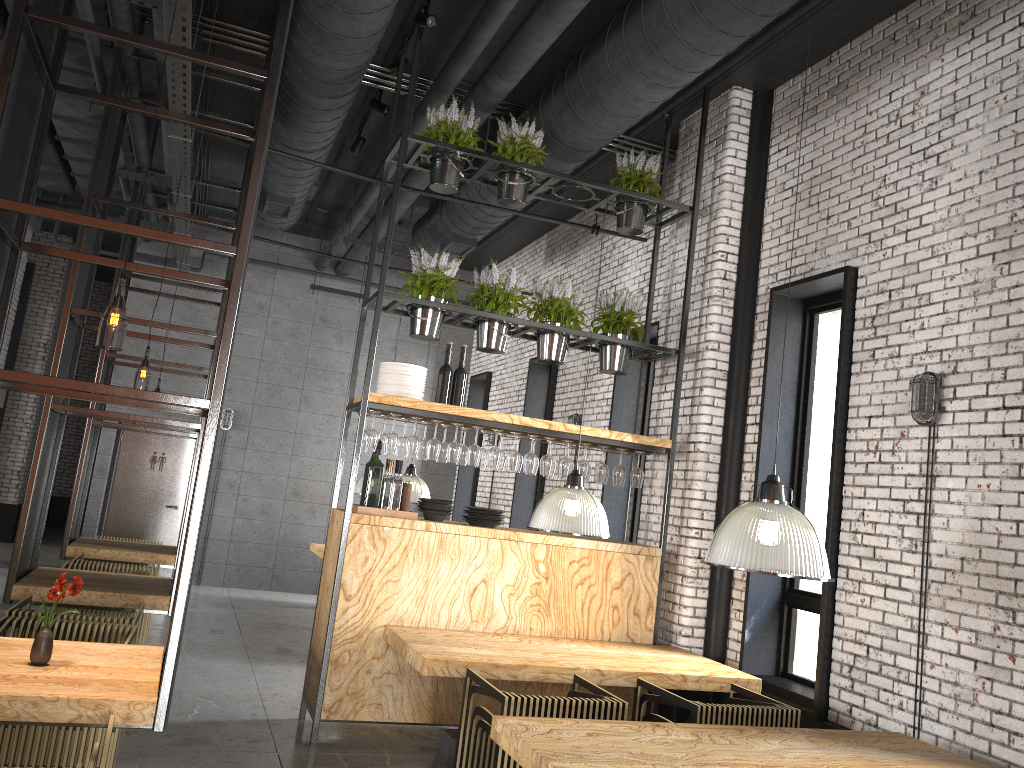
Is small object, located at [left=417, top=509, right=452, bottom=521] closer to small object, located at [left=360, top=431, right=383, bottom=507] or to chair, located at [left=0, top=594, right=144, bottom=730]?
small object, located at [left=360, top=431, right=383, bottom=507]

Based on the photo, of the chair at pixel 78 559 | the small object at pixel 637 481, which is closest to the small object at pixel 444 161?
the small object at pixel 637 481

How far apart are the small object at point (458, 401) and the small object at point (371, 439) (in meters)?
0.65

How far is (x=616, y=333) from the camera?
6.7 meters

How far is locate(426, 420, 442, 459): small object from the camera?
6.0m

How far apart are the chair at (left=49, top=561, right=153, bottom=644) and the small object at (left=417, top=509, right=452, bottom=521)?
2.50m

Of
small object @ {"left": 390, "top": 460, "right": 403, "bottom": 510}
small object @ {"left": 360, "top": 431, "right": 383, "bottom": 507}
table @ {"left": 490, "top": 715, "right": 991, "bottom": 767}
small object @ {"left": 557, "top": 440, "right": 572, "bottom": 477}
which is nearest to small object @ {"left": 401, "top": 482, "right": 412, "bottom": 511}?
small object @ {"left": 390, "top": 460, "right": 403, "bottom": 510}

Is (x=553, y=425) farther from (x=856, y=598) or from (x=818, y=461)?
(x=856, y=598)

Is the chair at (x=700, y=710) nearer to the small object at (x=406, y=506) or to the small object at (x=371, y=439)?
the small object at (x=406, y=506)

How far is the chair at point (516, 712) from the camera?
4.20m
